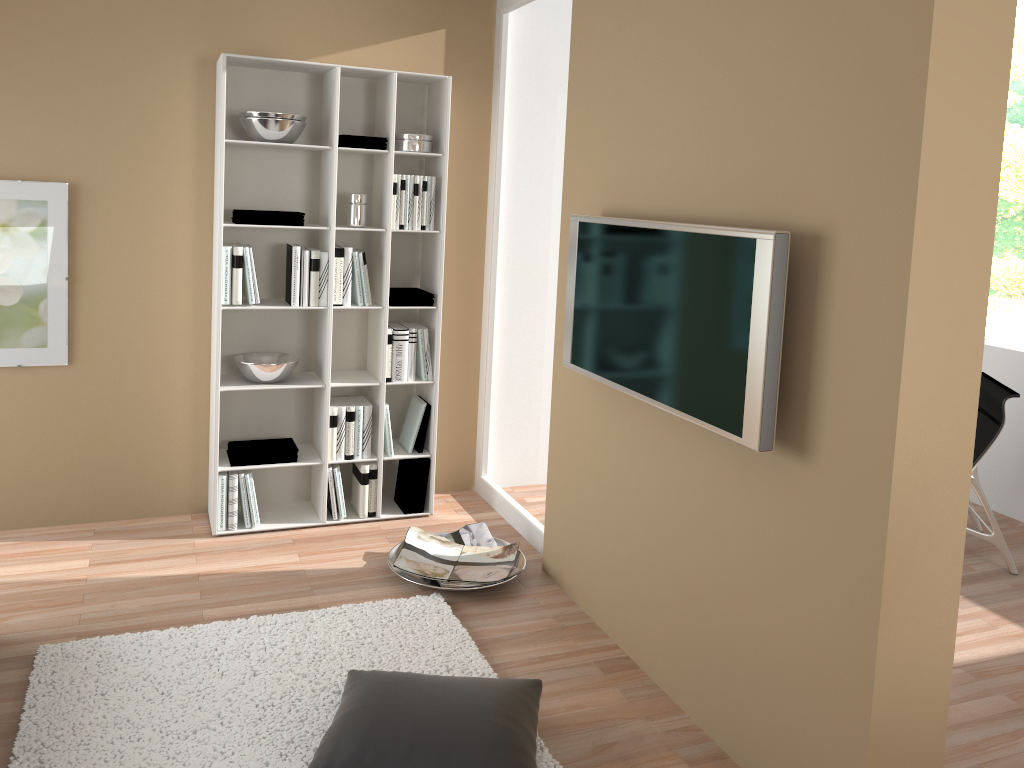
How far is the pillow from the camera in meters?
2.3 m

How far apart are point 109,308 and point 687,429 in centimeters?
272cm

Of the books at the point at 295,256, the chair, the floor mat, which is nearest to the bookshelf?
the books at the point at 295,256

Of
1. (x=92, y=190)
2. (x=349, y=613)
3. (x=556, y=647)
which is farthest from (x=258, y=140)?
(x=556, y=647)

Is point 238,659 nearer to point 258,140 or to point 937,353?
point 258,140

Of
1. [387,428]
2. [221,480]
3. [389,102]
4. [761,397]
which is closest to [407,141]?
[389,102]

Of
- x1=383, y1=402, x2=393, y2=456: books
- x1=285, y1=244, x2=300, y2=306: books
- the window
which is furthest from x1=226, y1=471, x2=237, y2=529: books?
the window

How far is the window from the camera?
10.20m

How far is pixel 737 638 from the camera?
2.6 meters

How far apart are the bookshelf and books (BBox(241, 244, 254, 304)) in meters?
0.0
